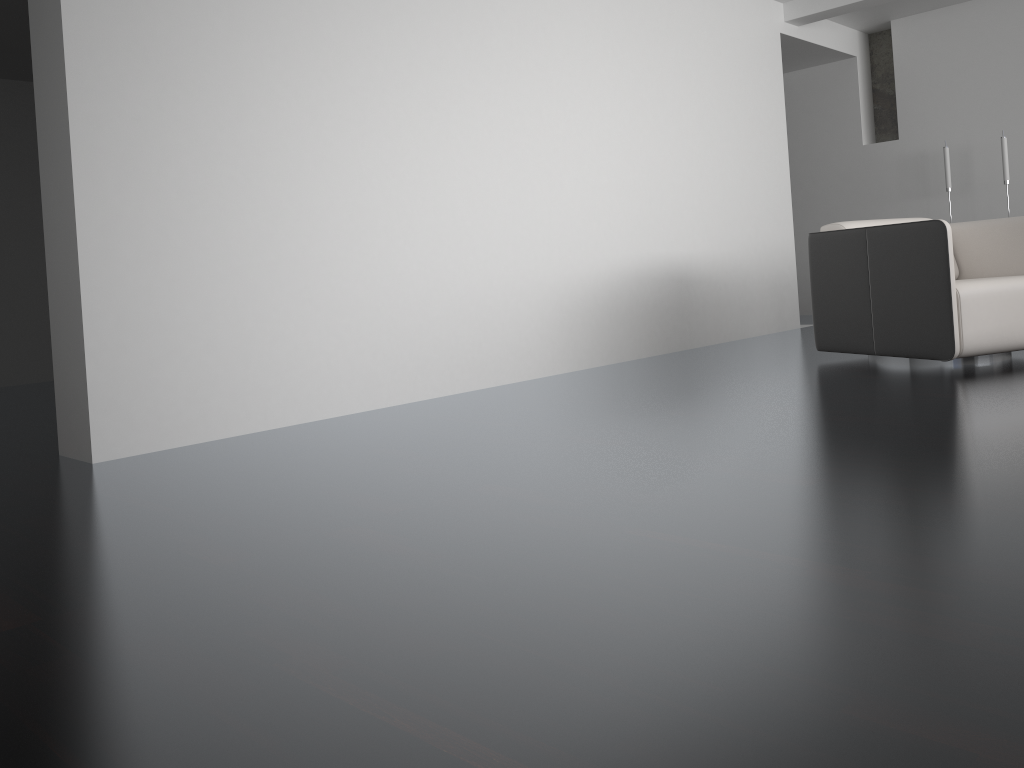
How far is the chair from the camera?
3.8 meters

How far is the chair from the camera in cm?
377

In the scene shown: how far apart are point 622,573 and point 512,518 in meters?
0.5

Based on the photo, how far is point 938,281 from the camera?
3.8 meters

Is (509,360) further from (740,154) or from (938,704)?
(938,704)
